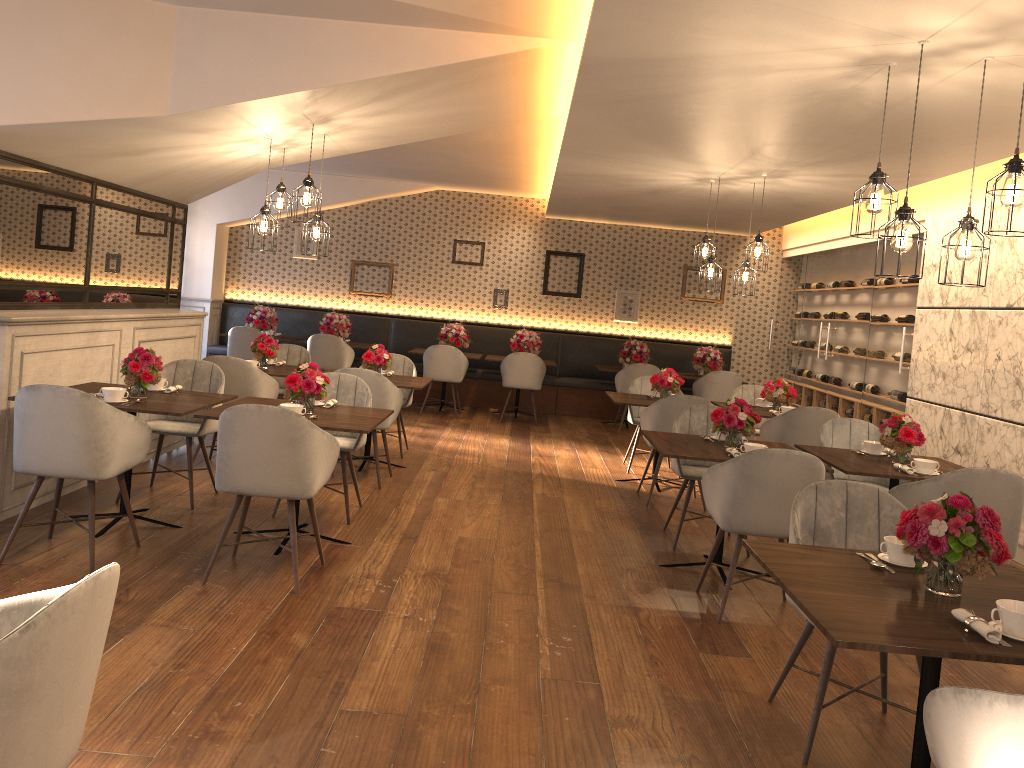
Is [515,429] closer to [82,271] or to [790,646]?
[82,271]

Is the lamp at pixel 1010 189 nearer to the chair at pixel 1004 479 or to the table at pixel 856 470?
the chair at pixel 1004 479

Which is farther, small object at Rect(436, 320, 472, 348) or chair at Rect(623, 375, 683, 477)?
small object at Rect(436, 320, 472, 348)

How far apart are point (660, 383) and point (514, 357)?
3.2 meters

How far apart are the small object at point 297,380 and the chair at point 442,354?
5.5 meters

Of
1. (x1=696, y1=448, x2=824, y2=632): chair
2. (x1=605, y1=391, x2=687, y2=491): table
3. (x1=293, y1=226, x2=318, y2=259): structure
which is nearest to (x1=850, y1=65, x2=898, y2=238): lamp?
(x1=696, y1=448, x2=824, y2=632): chair

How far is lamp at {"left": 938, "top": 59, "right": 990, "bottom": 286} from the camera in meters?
3.7

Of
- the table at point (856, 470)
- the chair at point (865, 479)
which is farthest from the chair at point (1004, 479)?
the chair at point (865, 479)

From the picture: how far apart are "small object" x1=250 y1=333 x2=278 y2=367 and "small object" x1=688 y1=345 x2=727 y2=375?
5.84m

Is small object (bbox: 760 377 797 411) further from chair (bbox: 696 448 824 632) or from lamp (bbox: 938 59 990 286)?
lamp (bbox: 938 59 990 286)
